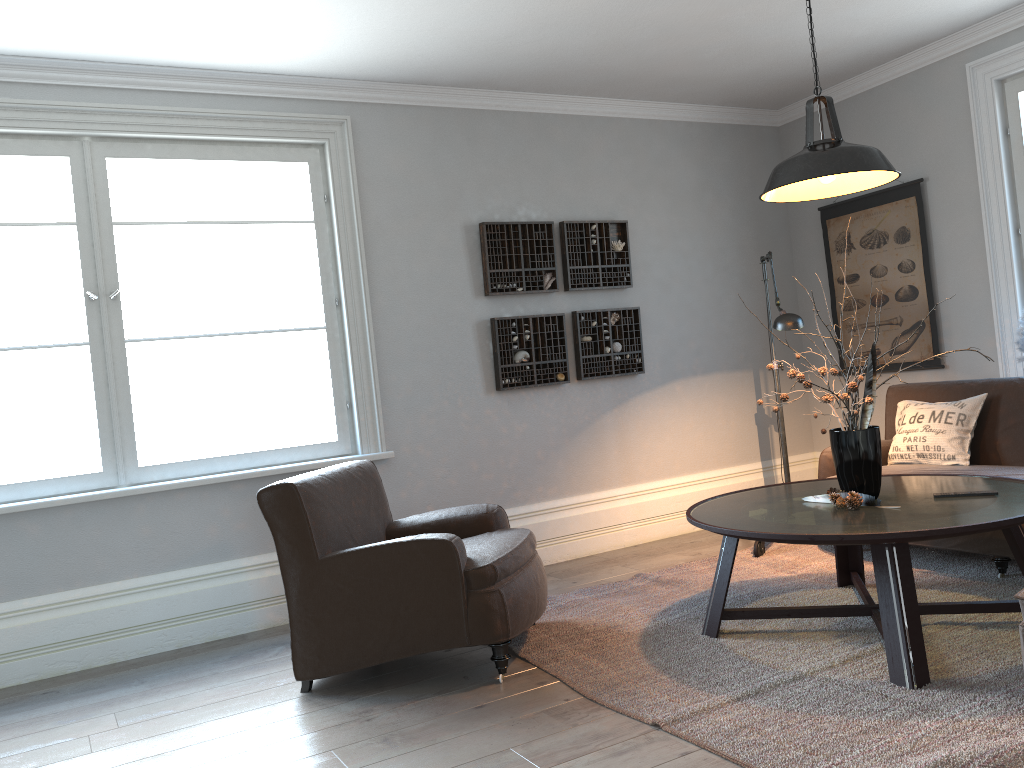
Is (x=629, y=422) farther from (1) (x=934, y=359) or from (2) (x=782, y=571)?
(1) (x=934, y=359)

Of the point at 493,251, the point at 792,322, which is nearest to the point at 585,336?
the point at 493,251

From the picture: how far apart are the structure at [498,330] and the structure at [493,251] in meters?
0.2

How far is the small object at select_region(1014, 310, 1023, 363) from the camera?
4.7m

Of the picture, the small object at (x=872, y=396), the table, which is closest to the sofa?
the table

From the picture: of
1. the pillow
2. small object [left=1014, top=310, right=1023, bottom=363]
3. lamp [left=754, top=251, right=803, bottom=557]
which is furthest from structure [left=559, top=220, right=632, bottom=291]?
small object [left=1014, top=310, right=1023, bottom=363]

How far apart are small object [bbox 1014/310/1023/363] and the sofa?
0.44m

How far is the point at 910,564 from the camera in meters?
2.8

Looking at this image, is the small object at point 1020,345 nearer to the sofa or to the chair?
the sofa

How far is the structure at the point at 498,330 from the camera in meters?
5.0 m
